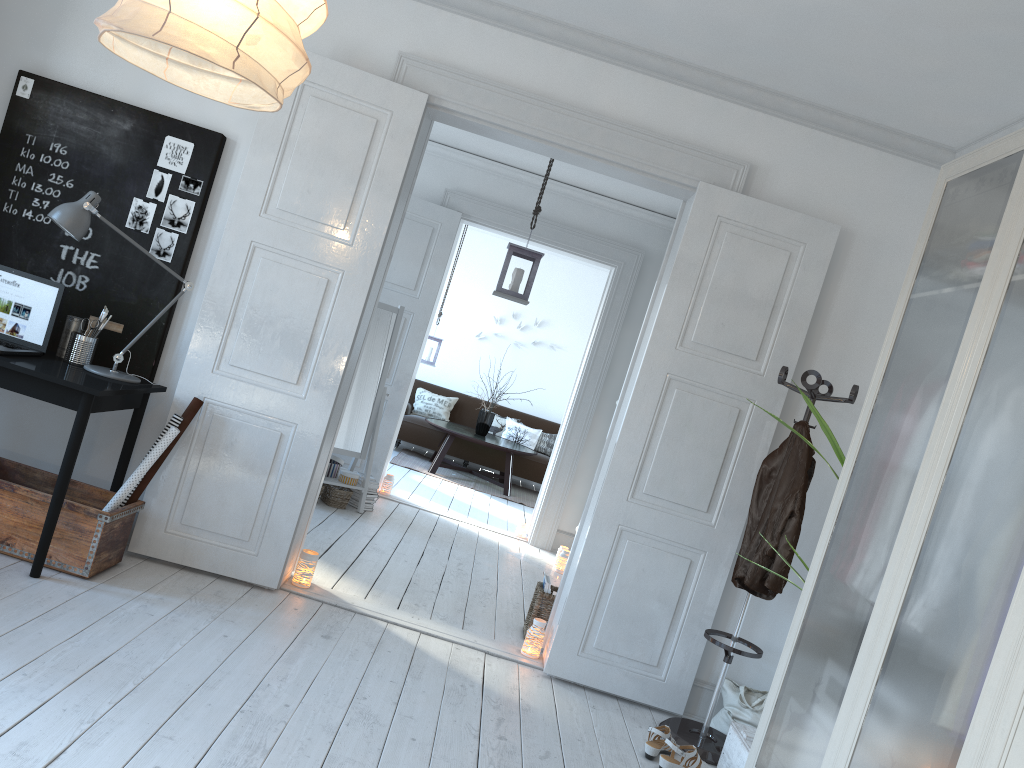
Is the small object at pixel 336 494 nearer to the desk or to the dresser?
the desk

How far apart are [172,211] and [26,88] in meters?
0.8 m

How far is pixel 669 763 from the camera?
3.3m

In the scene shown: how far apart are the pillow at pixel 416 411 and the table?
0.56m

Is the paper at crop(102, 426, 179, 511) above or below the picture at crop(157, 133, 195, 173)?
below

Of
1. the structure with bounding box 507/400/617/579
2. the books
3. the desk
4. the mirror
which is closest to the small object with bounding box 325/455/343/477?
the mirror

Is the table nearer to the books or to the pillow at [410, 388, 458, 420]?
the pillow at [410, 388, 458, 420]

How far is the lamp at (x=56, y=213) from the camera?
3.50m

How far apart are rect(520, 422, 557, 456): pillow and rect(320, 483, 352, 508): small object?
4.5 meters

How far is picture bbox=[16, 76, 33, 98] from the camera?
4.0 meters
